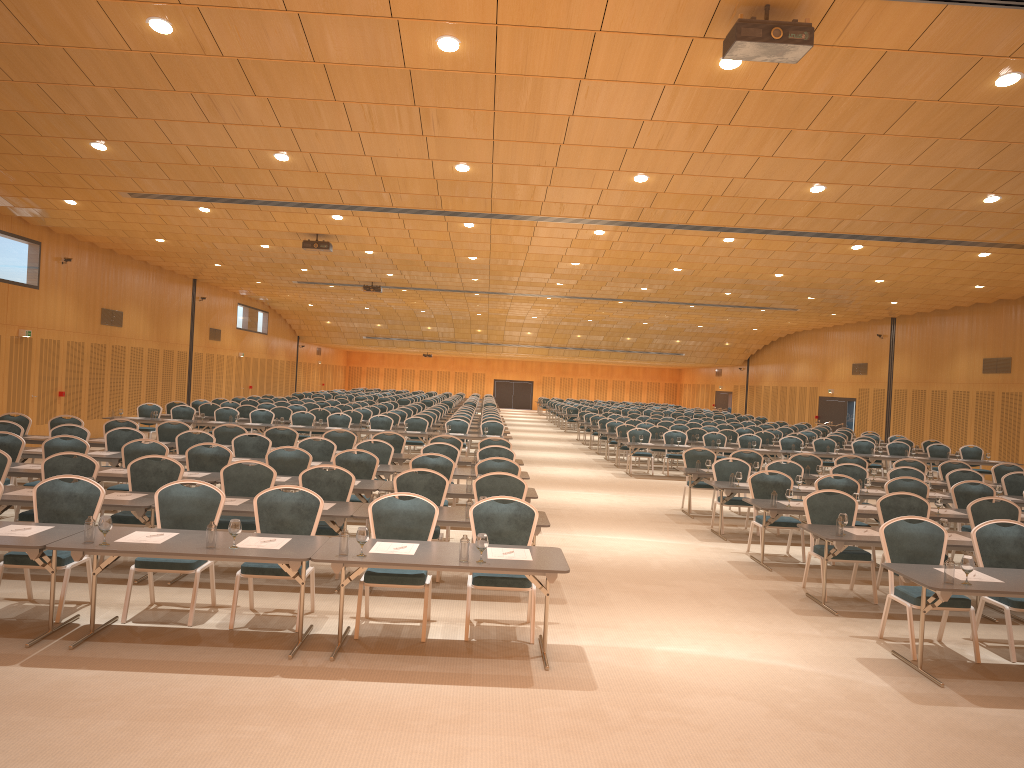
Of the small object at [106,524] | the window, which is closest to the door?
the window

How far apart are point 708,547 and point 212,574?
6.9m

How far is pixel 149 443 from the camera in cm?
1248

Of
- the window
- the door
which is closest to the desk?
the window

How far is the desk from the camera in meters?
6.4 m

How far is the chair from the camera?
7.68m

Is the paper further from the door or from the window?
the door

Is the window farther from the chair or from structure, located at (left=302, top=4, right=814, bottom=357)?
structure, located at (left=302, top=4, right=814, bottom=357)

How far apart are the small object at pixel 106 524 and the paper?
0.2 meters

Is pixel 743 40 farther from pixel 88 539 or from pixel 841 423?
pixel 841 423
